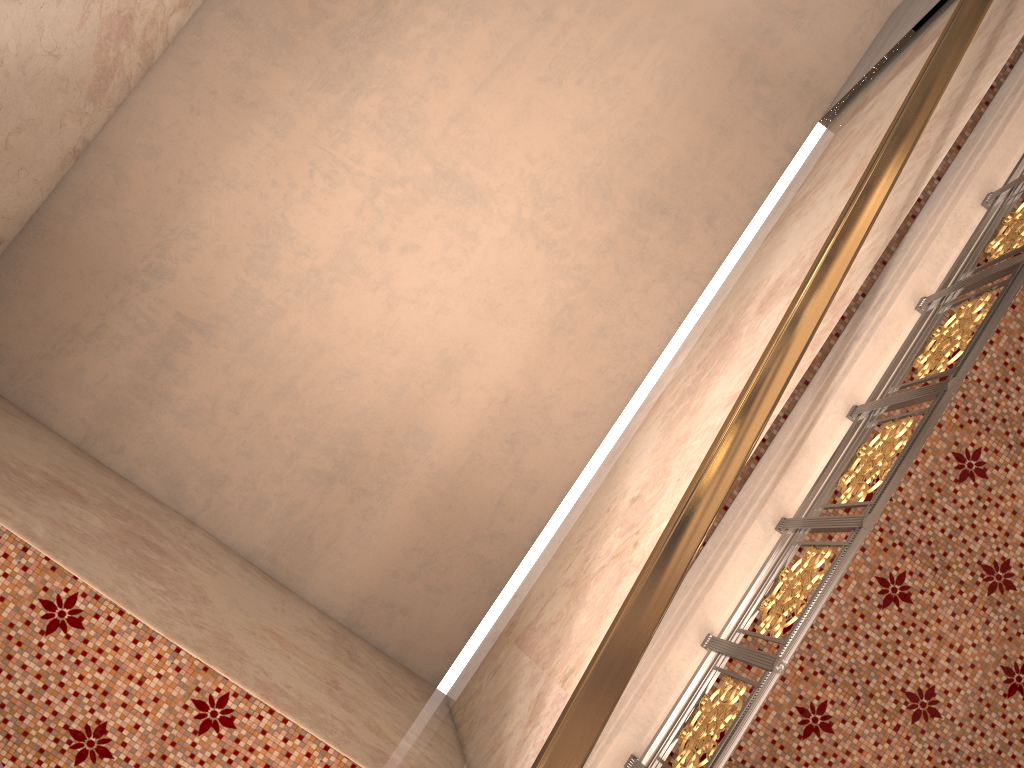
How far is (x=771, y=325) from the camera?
4.1 meters

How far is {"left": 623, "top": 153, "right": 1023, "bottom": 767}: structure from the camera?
2.2m

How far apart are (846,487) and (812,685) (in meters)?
0.68

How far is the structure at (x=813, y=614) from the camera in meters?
2.2
